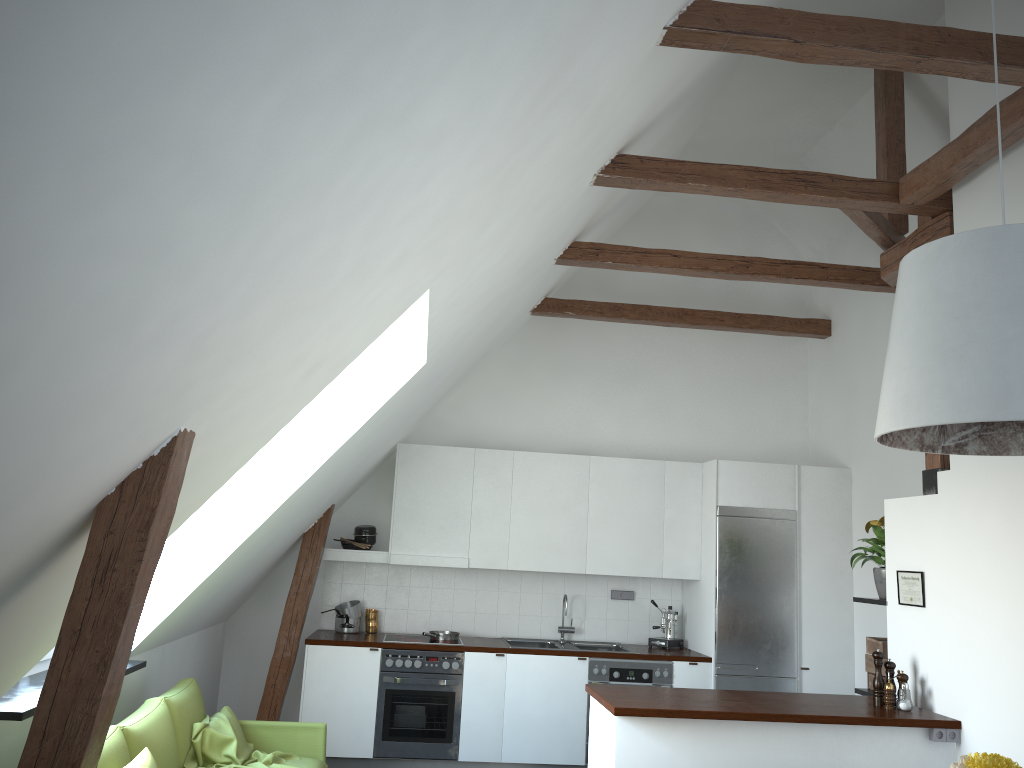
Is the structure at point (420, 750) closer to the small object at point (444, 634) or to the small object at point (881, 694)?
the small object at point (444, 634)

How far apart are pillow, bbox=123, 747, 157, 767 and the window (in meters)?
0.90

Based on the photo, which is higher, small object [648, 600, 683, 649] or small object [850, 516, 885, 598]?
small object [850, 516, 885, 598]

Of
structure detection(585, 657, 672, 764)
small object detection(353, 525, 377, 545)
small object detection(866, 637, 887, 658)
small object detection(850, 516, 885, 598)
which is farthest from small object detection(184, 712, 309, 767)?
small object detection(850, 516, 885, 598)

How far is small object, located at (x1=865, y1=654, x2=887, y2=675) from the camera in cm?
520

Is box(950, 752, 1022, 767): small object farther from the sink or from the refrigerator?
the sink

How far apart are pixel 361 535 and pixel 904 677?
3.93m

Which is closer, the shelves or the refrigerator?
the shelves

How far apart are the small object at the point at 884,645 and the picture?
0.38m

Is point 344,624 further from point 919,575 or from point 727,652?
point 919,575
